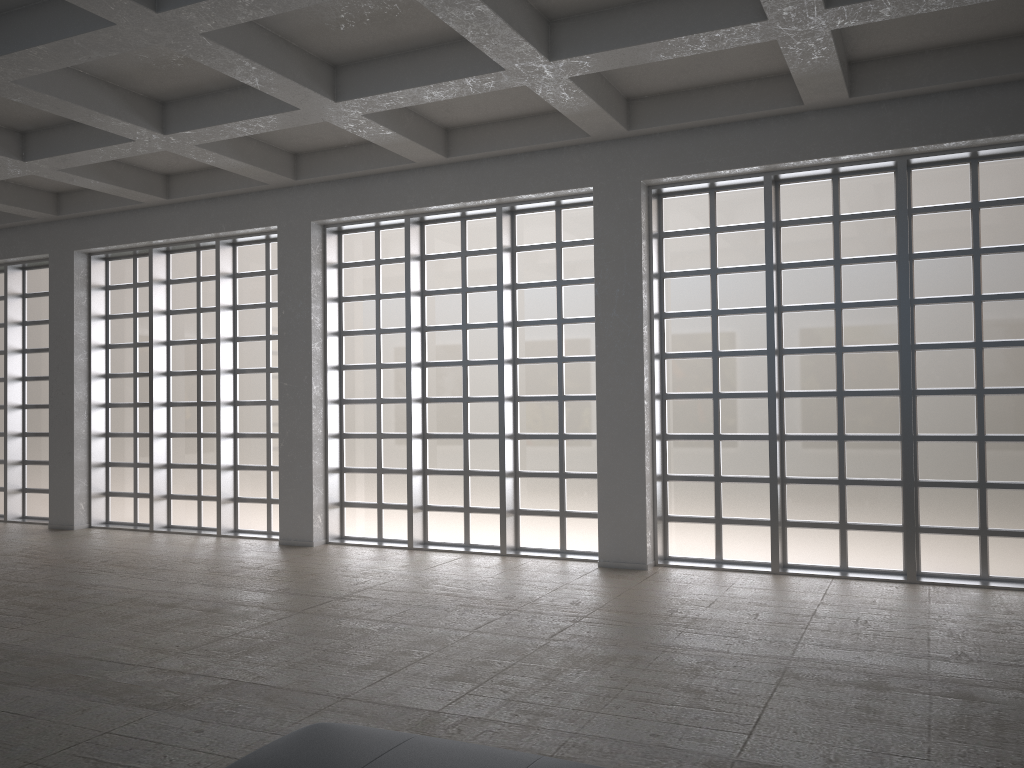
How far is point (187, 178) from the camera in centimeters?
2228cm
